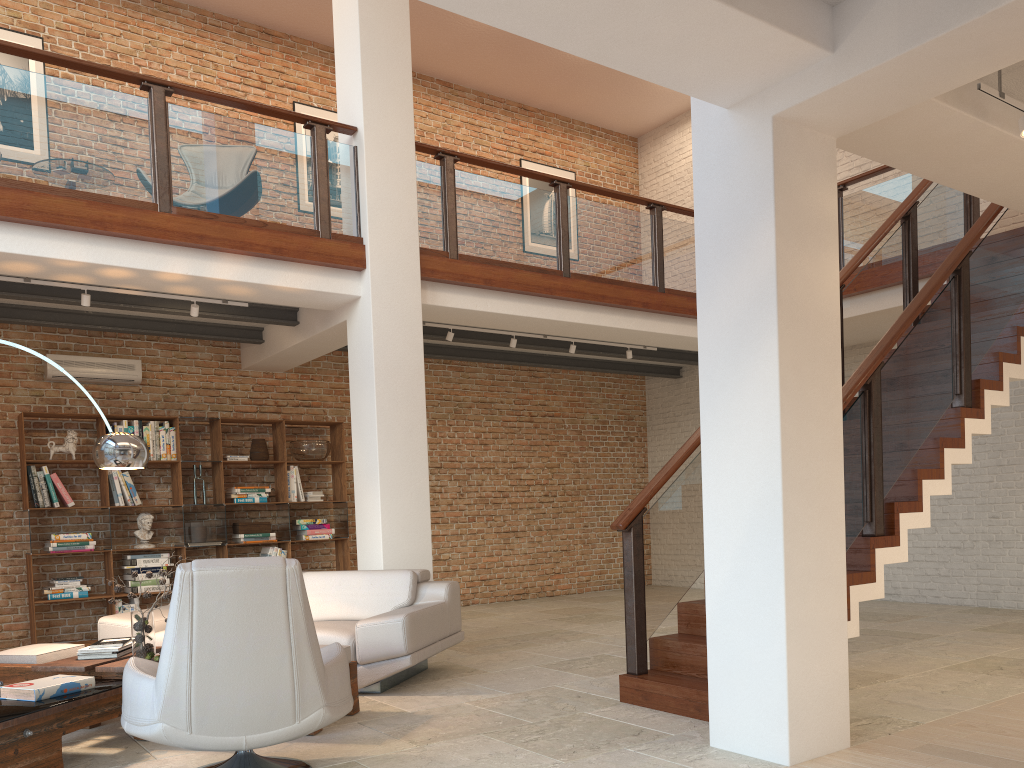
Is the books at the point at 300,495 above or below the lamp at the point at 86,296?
below

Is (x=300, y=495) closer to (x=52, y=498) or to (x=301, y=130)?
(x=52, y=498)

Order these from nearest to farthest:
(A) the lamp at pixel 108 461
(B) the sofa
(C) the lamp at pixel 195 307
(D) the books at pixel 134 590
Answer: (A) the lamp at pixel 108 461
(B) the sofa
(C) the lamp at pixel 195 307
(D) the books at pixel 134 590

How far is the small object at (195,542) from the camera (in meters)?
8.42

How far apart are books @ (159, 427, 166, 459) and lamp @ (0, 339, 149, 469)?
3.3 meters

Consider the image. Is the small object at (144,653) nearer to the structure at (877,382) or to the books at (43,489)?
the structure at (877,382)

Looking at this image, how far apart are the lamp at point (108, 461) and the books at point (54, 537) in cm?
314

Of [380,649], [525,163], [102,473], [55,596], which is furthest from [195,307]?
[525,163]

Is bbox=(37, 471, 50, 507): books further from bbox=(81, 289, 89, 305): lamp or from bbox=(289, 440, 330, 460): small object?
bbox=(289, 440, 330, 460): small object

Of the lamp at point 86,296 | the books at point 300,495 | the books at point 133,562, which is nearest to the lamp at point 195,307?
the lamp at point 86,296
